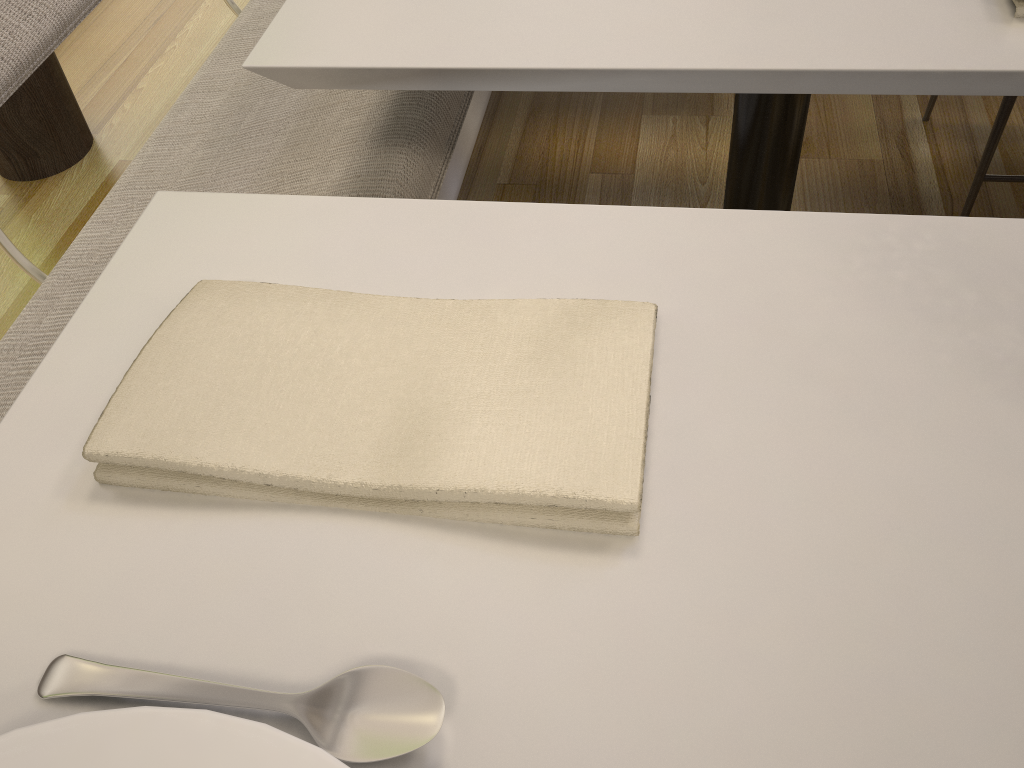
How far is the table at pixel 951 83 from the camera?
0.6m

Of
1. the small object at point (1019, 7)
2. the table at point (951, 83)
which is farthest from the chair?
the small object at point (1019, 7)

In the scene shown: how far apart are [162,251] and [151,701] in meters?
0.3

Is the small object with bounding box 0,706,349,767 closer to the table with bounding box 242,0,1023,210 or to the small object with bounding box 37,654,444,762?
the small object with bounding box 37,654,444,762

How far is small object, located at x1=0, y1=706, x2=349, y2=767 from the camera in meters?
0.3

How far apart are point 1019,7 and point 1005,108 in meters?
0.8 m

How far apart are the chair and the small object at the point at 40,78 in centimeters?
182cm

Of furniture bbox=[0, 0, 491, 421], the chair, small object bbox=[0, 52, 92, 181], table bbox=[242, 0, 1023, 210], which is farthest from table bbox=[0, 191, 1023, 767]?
small object bbox=[0, 52, 92, 181]

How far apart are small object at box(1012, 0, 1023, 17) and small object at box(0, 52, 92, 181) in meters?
1.8 m

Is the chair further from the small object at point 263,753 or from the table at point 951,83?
the small object at point 263,753
